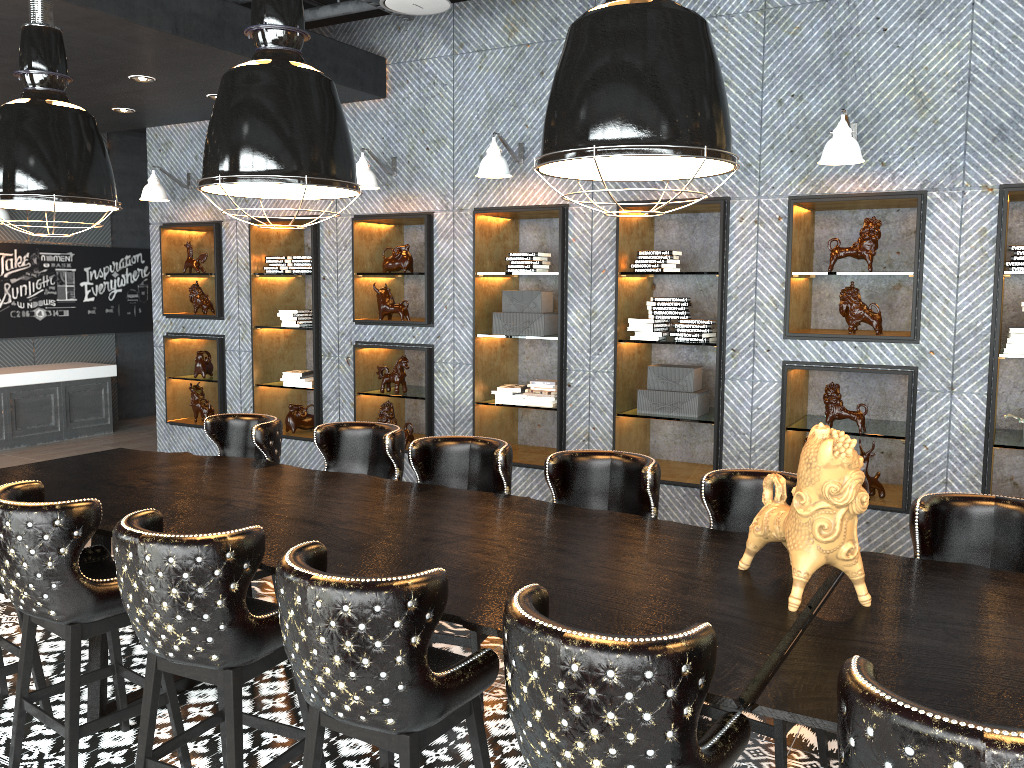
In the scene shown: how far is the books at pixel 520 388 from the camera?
6.4m

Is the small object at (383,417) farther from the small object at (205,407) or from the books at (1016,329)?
the books at (1016,329)

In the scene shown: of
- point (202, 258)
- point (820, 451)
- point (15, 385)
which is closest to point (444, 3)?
point (820, 451)

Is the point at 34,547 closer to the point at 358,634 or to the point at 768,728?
the point at 358,634

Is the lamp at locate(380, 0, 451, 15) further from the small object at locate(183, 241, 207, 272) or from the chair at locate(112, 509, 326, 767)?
the small object at locate(183, 241, 207, 272)

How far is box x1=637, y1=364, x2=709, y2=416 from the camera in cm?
578

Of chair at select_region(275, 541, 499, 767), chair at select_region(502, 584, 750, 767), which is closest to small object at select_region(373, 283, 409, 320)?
chair at select_region(275, 541, 499, 767)

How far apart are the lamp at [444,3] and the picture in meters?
7.6

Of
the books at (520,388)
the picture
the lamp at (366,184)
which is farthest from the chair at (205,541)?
the picture

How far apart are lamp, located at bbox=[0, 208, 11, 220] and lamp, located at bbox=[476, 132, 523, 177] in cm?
669
